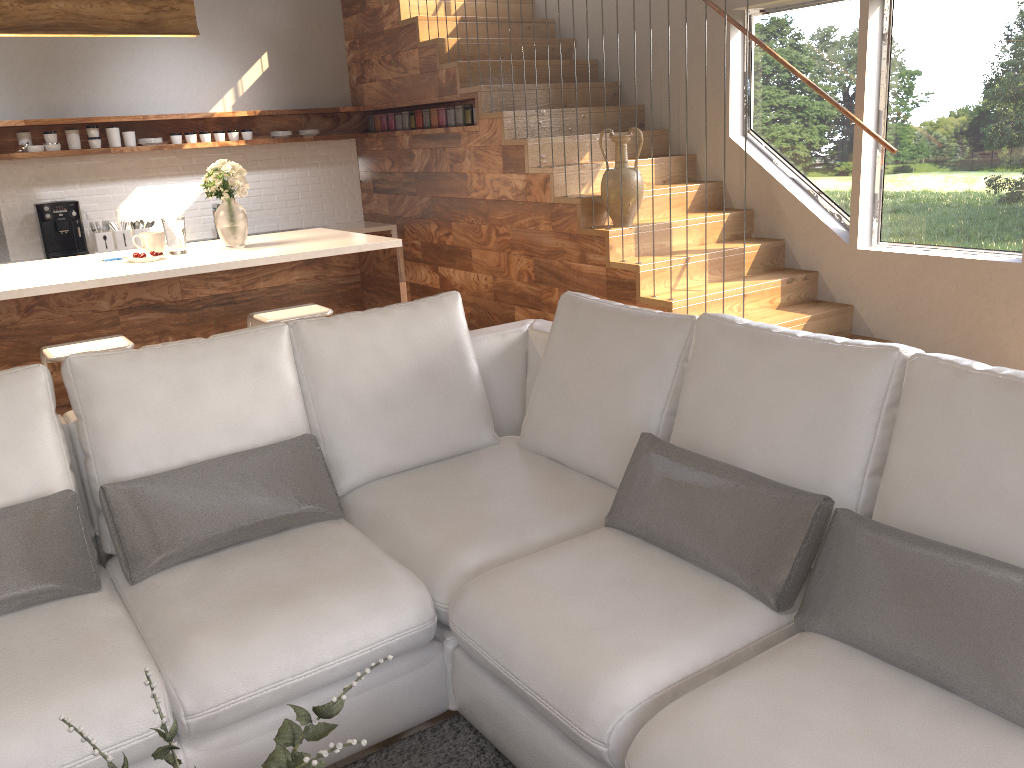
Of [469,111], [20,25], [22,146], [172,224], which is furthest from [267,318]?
[22,146]

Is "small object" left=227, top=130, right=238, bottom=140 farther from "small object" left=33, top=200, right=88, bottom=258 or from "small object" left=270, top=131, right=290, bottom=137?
"small object" left=33, top=200, right=88, bottom=258

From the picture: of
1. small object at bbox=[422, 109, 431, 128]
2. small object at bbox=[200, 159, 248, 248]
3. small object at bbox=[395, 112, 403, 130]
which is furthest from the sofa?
small object at bbox=[395, 112, 403, 130]

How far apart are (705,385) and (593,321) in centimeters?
Result: 54cm

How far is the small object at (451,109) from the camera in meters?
6.4 m

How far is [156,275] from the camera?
3.96m

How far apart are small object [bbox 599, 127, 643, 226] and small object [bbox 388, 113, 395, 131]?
2.6m

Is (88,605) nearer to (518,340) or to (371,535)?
(371,535)

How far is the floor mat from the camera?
2.2m

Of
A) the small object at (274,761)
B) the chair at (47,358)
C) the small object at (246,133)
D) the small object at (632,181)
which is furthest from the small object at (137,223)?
the small object at (274,761)
